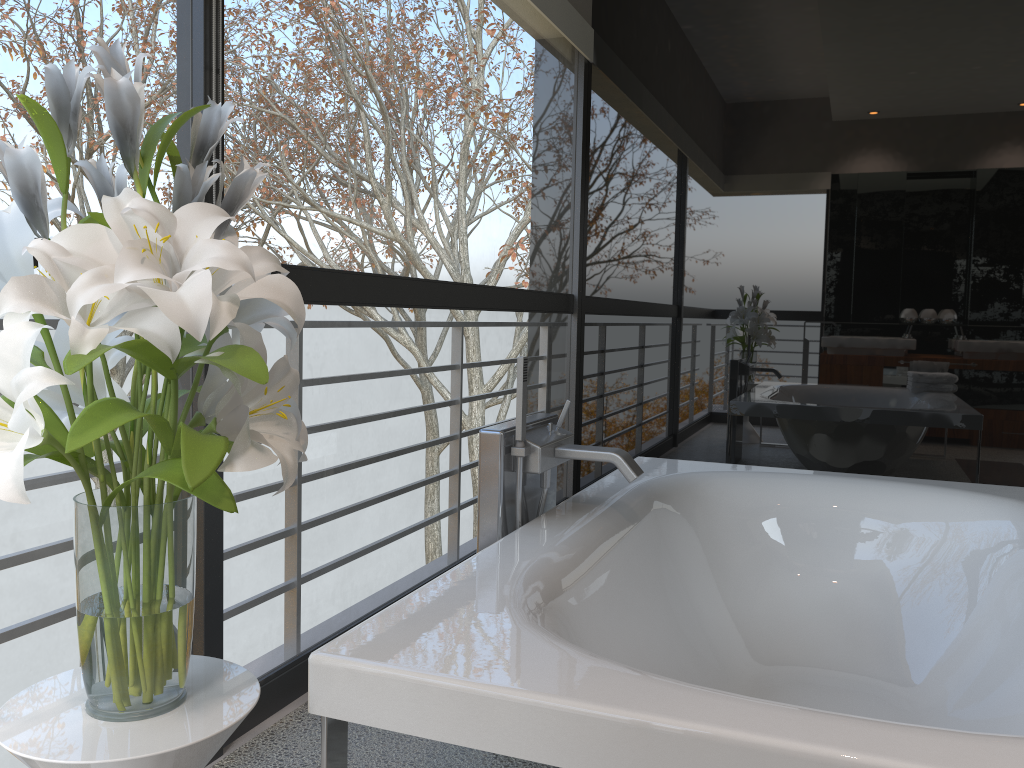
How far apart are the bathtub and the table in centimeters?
8cm

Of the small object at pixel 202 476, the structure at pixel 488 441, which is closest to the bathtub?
the structure at pixel 488 441

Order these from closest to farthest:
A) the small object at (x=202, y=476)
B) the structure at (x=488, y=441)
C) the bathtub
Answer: the small object at (x=202, y=476), the bathtub, the structure at (x=488, y=441)

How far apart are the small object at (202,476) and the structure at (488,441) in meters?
0.8 m

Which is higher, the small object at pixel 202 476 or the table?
the small object at pixel 202 476

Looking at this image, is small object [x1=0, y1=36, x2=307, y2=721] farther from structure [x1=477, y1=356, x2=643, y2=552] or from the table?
structure [x1=477, y1=356, x2=643, y2=552]

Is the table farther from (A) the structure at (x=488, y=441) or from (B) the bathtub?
(A) the structure at (x=488, y=441)

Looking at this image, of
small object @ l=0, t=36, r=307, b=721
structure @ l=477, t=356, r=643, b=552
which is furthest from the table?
structure @ l=477, t=356, r=643, b=552

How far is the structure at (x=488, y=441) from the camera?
→ 2.0m

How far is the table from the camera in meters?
1.0 m
